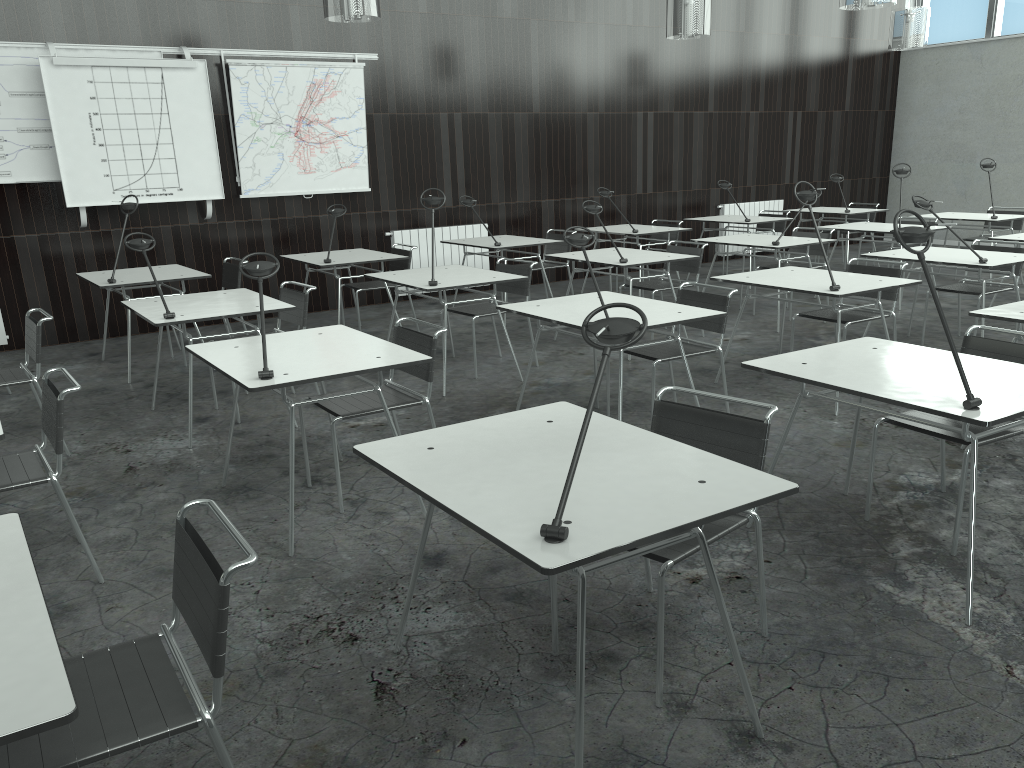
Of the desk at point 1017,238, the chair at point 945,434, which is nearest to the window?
the desk at point 1017,238

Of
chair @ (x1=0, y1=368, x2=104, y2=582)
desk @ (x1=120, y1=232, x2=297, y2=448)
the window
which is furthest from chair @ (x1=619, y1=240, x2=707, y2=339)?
the window

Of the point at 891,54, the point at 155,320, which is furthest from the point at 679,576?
the point at 891,54

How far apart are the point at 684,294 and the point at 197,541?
3.32m

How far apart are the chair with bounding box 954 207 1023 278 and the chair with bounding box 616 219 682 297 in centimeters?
326cm

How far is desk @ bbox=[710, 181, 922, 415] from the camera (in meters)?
4.54

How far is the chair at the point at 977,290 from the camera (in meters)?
5.87

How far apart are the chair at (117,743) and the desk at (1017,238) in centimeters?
656cm

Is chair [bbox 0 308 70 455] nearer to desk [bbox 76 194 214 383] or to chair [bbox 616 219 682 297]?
desk [bbox 76 194 214 383]

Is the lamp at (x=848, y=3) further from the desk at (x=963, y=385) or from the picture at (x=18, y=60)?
the picture at (x=18, y=60)
